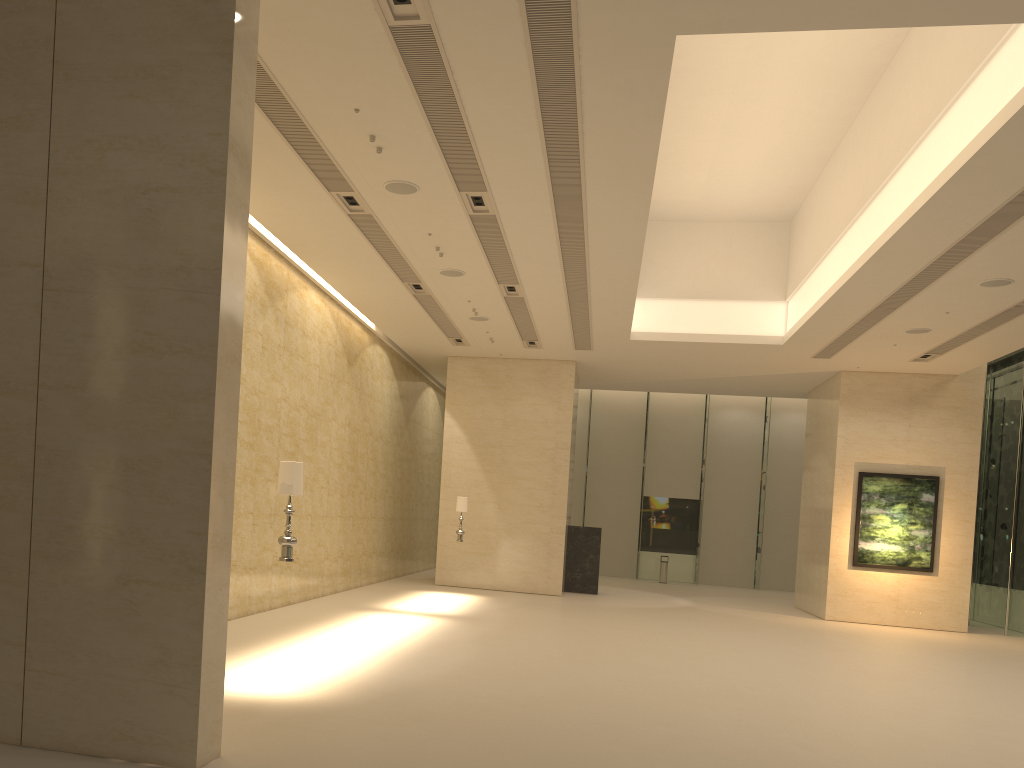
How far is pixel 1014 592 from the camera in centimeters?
2067cm

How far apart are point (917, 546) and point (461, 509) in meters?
10.9 m

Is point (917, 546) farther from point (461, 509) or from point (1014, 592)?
point (461, 509)

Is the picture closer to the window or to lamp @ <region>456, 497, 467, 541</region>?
the window

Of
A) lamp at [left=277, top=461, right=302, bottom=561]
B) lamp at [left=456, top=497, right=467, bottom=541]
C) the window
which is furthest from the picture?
lamp at [left=277, top=461, right=302, bottom=561]

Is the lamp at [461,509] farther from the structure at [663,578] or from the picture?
the structure at [663,578]

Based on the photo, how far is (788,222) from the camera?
19.6 meters

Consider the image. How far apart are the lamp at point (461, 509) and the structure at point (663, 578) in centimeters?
1295cm

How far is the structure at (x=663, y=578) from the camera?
30.4m

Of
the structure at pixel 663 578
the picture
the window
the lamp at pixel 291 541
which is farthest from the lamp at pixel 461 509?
the window
